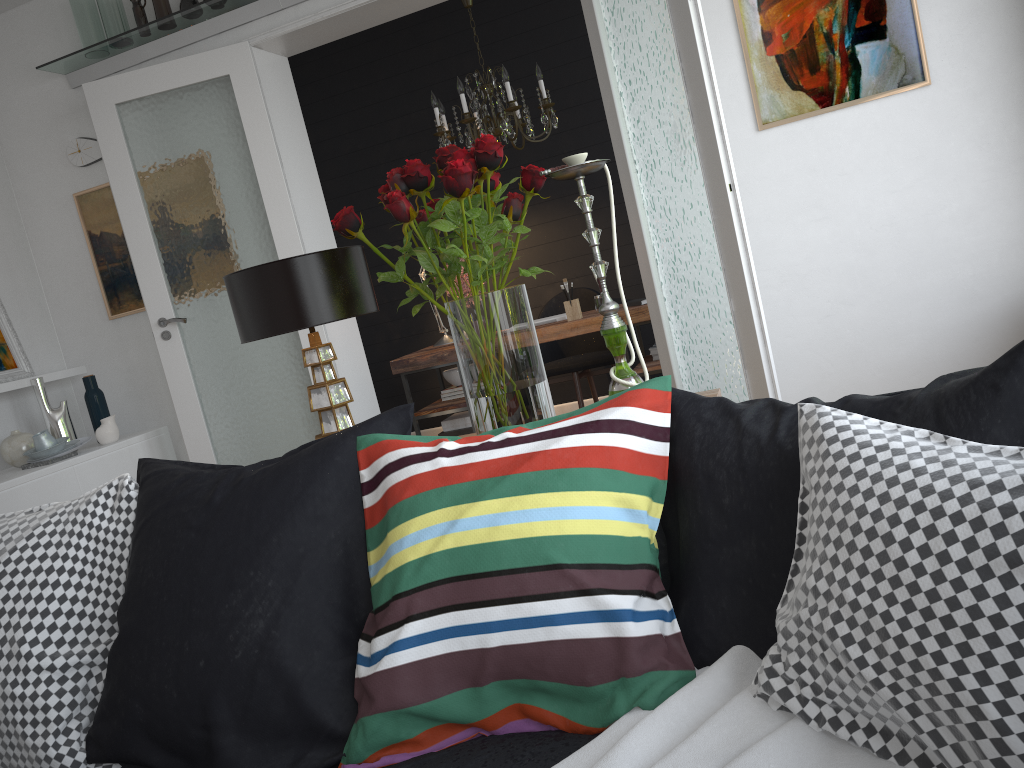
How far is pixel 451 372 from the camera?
5.54m

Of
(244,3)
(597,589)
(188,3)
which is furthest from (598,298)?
(597,589)

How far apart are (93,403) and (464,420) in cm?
209

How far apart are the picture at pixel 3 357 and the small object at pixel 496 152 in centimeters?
362cm

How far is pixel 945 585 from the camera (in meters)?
0.84

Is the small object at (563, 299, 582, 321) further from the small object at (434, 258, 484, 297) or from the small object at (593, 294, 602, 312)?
the small object at (434, 258, 484, 297)

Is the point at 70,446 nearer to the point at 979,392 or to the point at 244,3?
the point at 244,3

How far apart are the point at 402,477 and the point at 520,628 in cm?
30

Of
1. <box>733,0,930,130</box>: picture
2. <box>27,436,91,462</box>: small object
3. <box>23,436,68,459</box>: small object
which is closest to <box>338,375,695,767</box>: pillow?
<box>733,0,930,130</box>: picture

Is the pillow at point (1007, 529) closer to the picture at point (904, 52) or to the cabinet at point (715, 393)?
the cabinet at point (715, 393)
